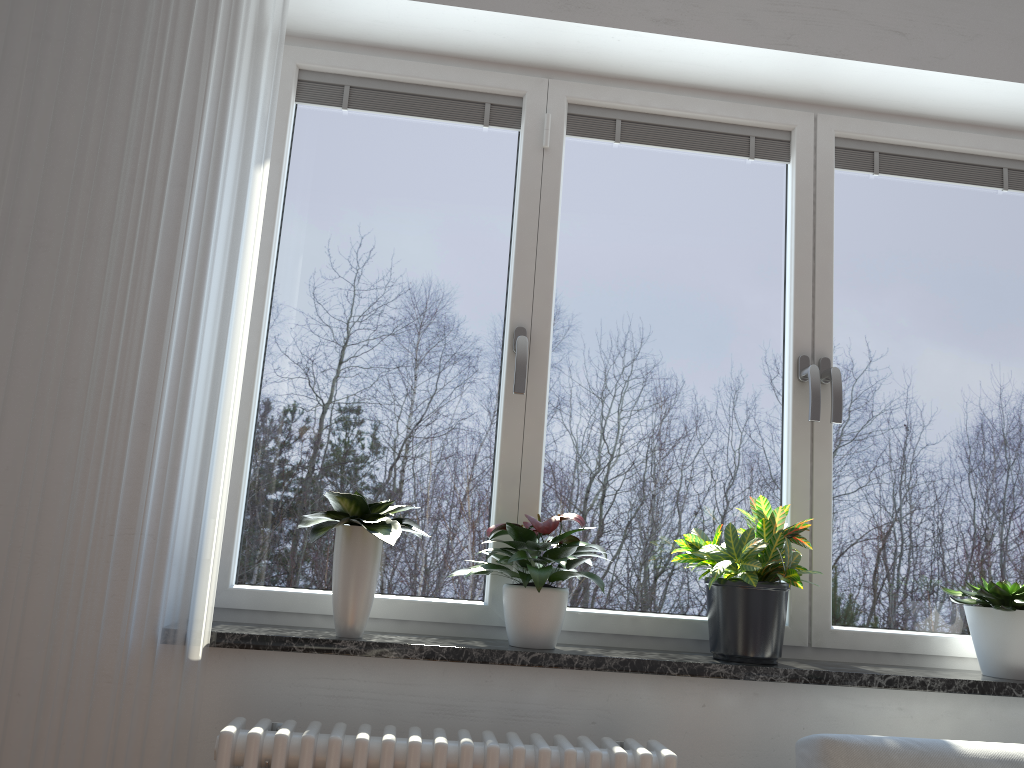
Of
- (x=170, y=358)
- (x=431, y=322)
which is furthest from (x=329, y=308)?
(x=170, y=358)

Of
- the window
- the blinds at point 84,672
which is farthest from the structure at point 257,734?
the window

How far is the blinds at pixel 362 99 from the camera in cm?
237

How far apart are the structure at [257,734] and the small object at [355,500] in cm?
21

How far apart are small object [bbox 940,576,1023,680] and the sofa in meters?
0.4

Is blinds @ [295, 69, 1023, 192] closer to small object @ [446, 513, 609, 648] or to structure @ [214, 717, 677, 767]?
small object @ [446, 513, 609, 648]

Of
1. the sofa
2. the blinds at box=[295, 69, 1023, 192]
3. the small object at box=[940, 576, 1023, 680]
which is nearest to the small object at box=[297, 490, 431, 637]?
the sofa

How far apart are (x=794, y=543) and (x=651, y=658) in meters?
0.5

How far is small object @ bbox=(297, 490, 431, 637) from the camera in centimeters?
189cm

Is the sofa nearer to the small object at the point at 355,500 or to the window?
the window
